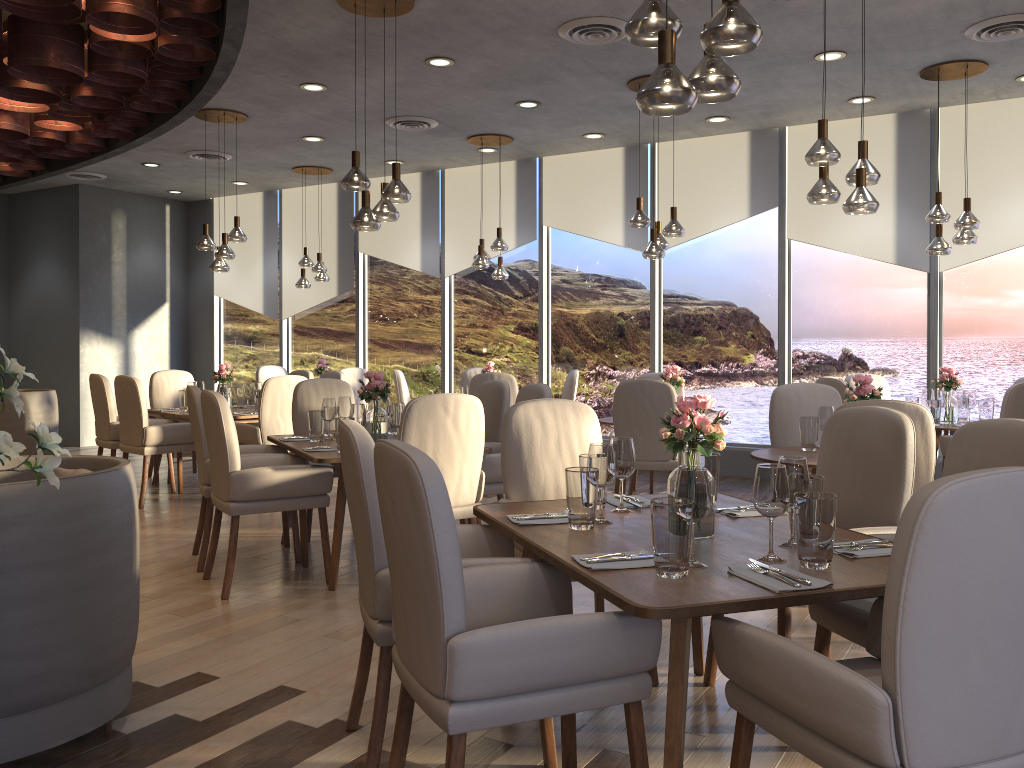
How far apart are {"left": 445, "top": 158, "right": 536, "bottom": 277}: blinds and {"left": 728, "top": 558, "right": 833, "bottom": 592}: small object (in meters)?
7.41

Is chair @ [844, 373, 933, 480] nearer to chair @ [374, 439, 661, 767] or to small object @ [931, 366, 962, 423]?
small object @ [931, 366, 962, 423]

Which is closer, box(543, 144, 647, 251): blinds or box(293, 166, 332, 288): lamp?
box(543, 144, 647, 251): blinds

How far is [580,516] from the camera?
2.6 meters

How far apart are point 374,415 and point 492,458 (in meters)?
0.73

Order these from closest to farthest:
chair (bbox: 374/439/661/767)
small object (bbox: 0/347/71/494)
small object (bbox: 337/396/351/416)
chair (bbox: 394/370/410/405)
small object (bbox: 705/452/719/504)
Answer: small object (bbox: 0/347/71/494) → chair (bbox: 374/439/661/767) → small object (bbox: 705/452/719/504) → small object (bbox: 337/396/351/416) → chair (bbox: 394/370/410/405)

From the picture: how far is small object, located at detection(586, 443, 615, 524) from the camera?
2.7m

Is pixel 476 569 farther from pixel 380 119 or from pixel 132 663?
pixel 380 119

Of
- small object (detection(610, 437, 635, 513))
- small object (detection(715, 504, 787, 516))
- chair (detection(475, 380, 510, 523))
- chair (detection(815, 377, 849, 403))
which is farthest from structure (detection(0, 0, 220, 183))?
chair (detection(815, 377, 849, 403))

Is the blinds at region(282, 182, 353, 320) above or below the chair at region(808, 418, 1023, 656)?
above
